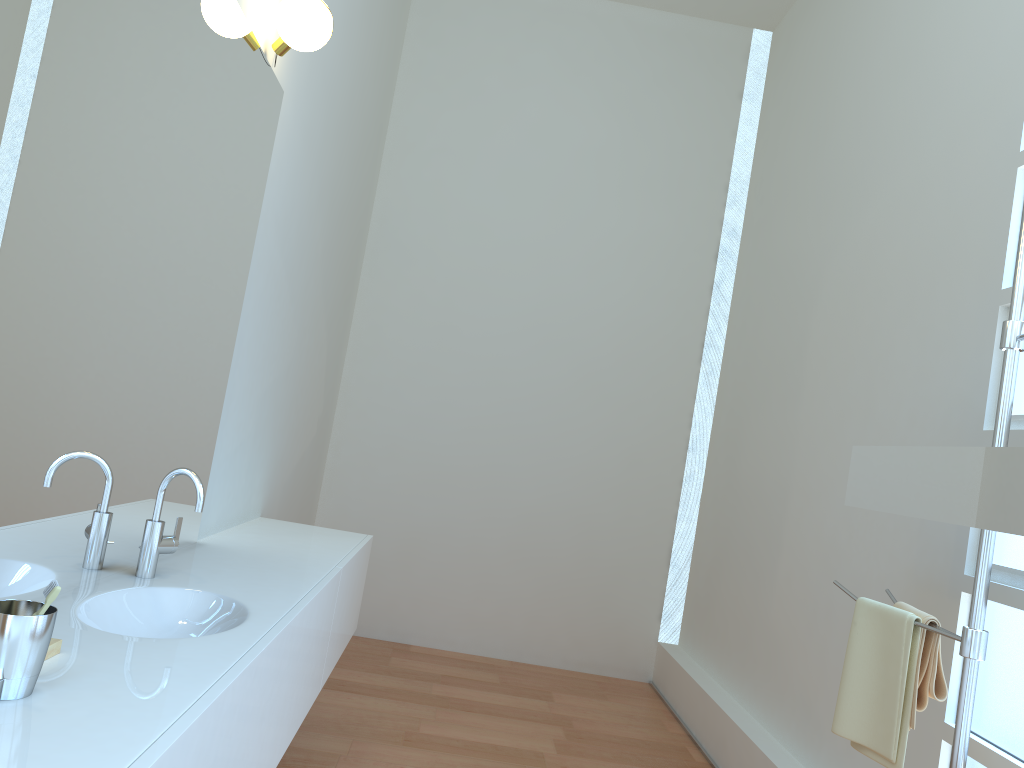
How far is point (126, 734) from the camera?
1.1 meters

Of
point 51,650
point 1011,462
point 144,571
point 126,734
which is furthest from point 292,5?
point 1011,462

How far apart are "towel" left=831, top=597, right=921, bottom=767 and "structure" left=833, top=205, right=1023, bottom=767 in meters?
0.0 m

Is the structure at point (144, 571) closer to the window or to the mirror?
the mirror

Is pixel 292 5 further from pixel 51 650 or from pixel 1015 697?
pixel 1015 697

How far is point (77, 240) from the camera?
1.6 meters

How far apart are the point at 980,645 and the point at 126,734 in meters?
1.6

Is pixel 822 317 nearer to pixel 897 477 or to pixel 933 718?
pixel 897 477

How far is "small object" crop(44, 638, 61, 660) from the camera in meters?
1.4 m

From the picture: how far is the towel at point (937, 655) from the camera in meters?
2.0
